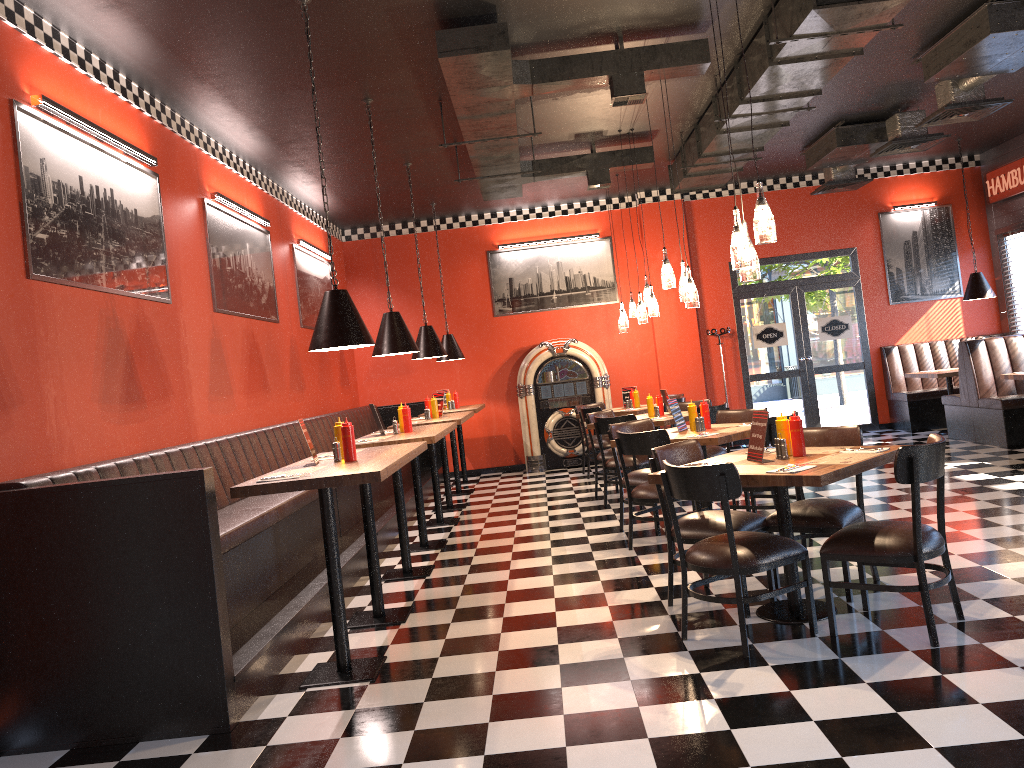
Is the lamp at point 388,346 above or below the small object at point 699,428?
above

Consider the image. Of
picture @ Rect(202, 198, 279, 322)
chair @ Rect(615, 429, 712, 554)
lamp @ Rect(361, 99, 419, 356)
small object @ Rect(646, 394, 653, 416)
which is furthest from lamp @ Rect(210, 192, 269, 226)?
small object @ Rect(646, 394, 653, 416)

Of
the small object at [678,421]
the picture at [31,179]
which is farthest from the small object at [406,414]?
the small object at [678,421]

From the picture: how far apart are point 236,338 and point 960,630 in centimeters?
593cm

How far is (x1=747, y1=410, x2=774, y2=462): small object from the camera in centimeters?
455cm

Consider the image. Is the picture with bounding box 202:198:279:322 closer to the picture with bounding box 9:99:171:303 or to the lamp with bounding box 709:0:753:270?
the picture with bounding box 9:99:171:303

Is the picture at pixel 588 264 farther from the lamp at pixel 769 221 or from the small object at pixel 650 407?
the lamp at pixel 769 221

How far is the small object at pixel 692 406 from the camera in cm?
678

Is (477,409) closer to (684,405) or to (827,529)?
(684,405)

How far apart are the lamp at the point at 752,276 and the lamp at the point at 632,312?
6.3 meters
